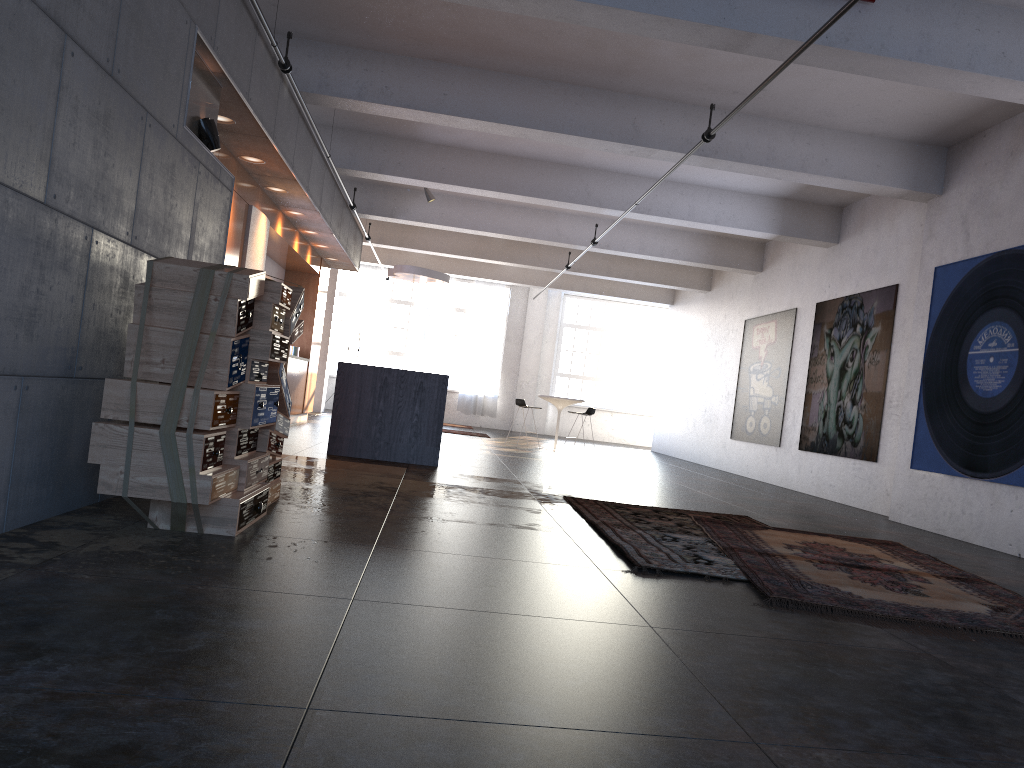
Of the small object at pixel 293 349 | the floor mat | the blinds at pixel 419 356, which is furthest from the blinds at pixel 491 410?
the floor mat

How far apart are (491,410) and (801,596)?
18.8m

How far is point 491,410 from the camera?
22.83m

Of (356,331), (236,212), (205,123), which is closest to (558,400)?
(236,212)

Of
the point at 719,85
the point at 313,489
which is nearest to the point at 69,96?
the point at 313,489

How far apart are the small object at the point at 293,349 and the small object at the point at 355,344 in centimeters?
617cm

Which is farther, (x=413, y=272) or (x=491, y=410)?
(x=491, y=410)

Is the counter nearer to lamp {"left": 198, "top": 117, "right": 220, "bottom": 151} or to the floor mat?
the floor mat

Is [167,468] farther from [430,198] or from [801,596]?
[430,198]

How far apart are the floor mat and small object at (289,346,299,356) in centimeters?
894cm
